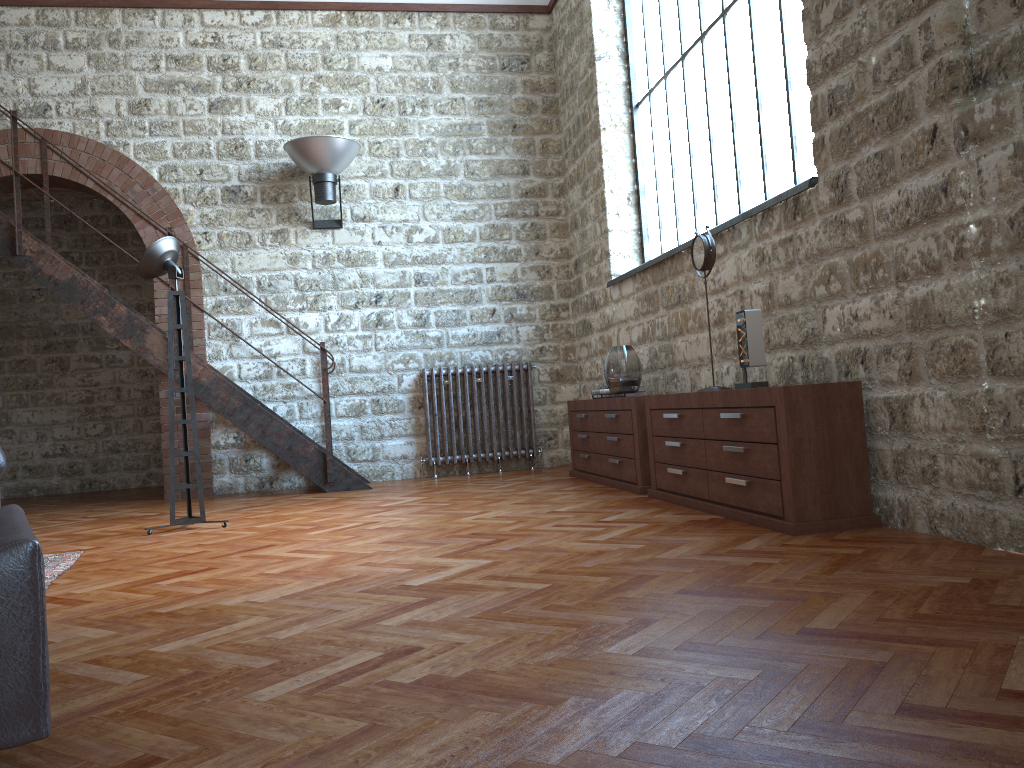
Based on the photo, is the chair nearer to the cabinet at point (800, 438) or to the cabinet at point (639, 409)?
the cabinet at point (800, 438)

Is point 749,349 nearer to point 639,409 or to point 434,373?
point 639,409

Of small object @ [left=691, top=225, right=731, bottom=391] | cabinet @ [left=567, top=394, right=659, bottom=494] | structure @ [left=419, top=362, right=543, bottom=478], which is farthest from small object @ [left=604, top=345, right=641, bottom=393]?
structure @ [left=419, top=362, right=543, bottom=478]

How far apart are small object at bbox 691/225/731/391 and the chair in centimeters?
342cm

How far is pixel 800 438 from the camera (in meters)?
3.59

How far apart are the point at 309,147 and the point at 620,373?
3.4m

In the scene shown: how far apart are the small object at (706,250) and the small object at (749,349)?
0.6 meters

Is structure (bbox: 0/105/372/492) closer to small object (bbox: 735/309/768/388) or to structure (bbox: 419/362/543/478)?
structure (bbox: 419/362/543/478)

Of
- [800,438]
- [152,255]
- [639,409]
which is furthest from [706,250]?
[152,255]

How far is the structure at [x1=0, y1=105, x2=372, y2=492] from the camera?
6.8m
